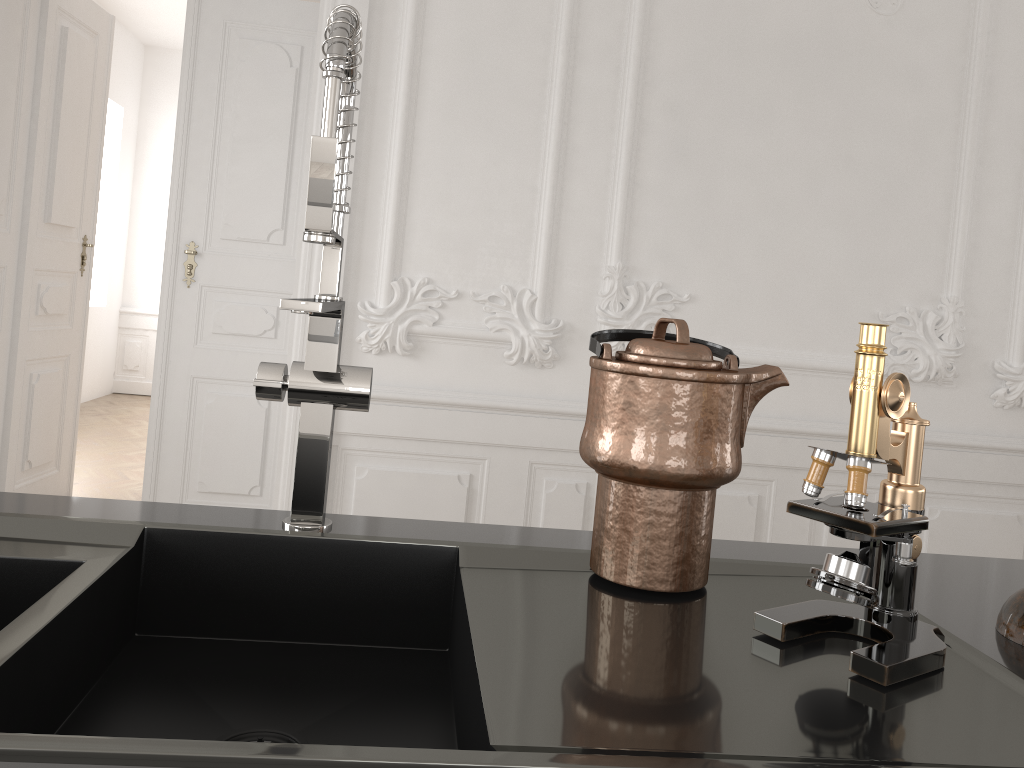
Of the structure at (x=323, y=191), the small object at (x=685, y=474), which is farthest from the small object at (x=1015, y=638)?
the structure at (x=323, y=191)

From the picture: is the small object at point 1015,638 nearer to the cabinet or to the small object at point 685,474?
the cabinet

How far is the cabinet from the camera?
0.9m

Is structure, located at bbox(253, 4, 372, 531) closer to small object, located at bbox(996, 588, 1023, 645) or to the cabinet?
the cabinet

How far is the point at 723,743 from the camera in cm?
62

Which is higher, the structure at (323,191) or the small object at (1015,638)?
the structure at (323,191)

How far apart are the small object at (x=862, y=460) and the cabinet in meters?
0.0

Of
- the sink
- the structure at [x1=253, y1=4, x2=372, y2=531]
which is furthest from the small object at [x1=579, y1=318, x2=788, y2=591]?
the structure at [x1=253, y1=4, x2=372, y2=531]

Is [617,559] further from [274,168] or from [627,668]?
[274,168]

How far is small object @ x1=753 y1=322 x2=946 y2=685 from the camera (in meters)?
0.75
